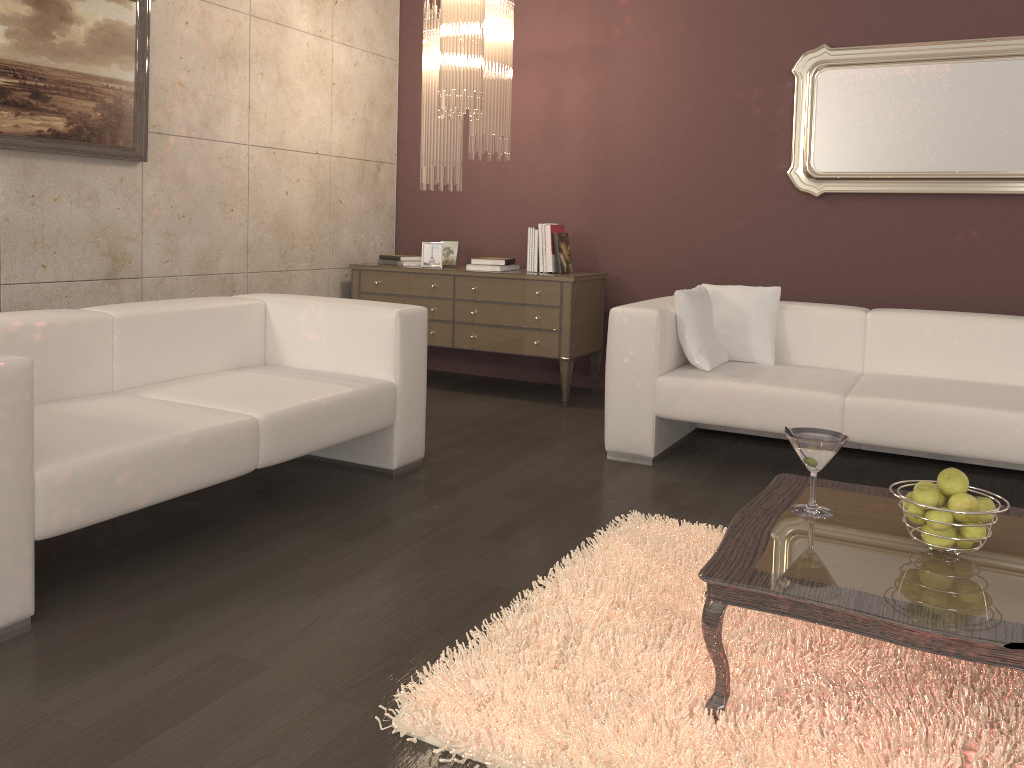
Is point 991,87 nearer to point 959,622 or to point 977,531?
point 977,531

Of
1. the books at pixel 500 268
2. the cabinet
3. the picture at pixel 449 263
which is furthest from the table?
the picture at pixel 449 263

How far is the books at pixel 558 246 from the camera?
5.0m

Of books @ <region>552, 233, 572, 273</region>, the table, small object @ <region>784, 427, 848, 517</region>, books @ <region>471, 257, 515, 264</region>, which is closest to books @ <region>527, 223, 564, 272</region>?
books @ <region>552, 233, 572, 273</region>

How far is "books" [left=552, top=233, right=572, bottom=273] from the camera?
5.03m

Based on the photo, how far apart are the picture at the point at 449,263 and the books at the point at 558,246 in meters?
0.7

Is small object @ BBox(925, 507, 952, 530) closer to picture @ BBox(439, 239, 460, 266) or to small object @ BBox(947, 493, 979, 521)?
small object @ BBox(947, 493, 979, 521)

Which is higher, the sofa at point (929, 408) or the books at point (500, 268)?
the books at point (500, 268)

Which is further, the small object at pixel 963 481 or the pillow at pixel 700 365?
the pillow at pixel 700 365

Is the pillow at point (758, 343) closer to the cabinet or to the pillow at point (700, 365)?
the pillow at point (700, 365)
